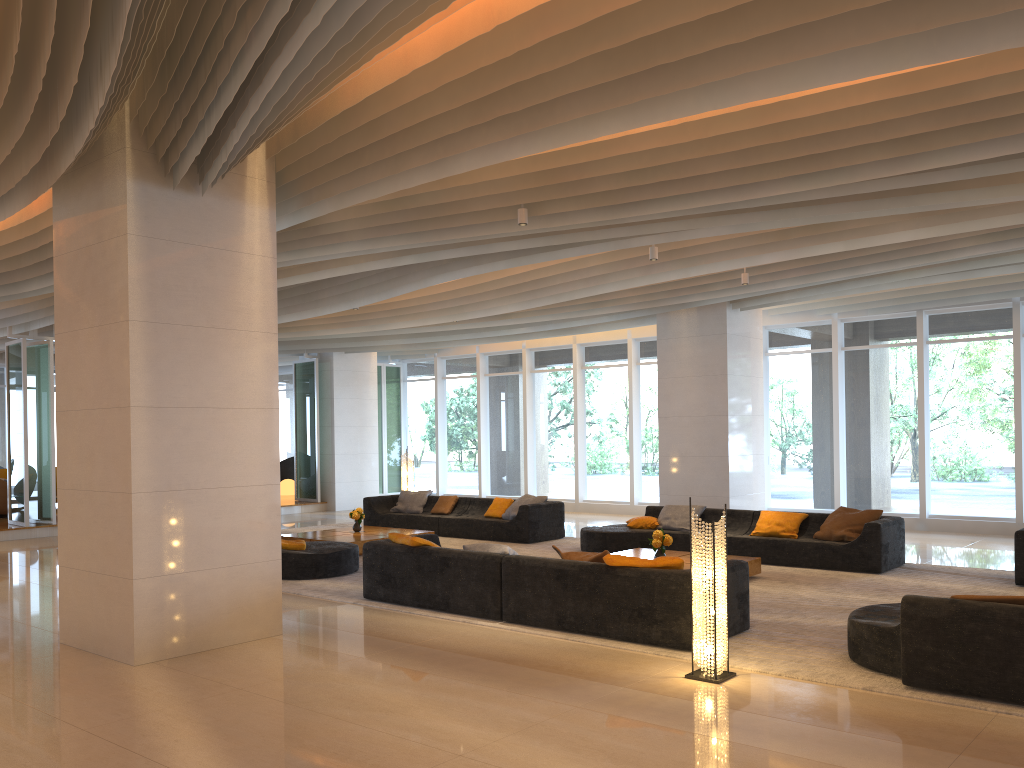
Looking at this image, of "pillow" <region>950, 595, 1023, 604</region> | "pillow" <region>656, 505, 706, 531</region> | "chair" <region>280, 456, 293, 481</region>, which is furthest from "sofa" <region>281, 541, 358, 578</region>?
"chair" <region>280, 456, 293, 481</region>

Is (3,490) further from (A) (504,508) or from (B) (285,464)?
(A) (504,508)

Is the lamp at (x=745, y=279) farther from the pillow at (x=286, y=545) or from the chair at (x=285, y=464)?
the chair at (x=285, y=464)

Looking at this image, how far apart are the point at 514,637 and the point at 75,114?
4.87m

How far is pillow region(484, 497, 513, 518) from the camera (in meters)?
14.02

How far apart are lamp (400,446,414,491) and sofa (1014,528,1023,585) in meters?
10.5

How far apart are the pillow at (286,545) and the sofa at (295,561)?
0.1m

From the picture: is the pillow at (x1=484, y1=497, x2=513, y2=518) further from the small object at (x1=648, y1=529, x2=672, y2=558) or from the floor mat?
the small object at (x1=648, y1=529, x2=672, y2=558)

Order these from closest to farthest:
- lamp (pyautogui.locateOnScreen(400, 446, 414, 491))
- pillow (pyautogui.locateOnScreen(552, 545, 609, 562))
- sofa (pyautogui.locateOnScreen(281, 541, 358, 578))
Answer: pillow (pyautogui.locateOnScreen(552, 545, 609, 562)) < sofa (pyautogui.locateOnScreen(281, 541, 358, 578)) < lamp (pyautogui.locateOnScreen(400, 446, 414, 491))

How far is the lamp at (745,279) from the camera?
11.3m
